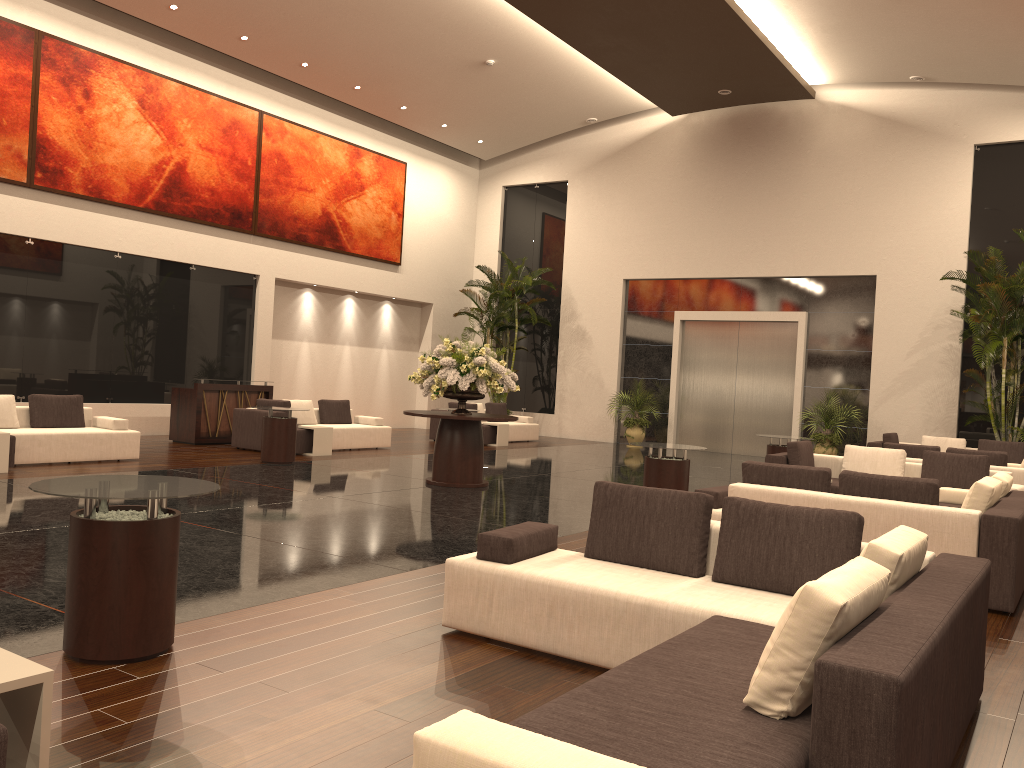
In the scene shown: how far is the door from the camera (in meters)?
19.74

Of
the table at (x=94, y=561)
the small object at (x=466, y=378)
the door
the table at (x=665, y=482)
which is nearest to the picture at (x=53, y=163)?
the small object at (x=466, y=378)

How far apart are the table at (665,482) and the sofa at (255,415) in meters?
6.7 m

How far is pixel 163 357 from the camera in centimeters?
1656cm

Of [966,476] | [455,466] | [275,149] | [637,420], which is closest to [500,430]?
[637,420]

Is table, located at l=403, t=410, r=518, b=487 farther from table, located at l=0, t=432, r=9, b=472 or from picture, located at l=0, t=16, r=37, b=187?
picture, located at l=0, t=16, r=37, b=187

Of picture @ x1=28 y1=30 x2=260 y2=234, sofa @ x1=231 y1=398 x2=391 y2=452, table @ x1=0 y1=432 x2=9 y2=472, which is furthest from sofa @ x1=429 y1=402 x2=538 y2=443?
table @ x1=0 y1=432 x2=9 y2=472

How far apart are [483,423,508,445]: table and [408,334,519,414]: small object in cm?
656

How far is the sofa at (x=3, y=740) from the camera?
2.4m

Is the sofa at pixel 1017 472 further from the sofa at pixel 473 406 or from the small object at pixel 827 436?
the sofa at pixel 473 406
